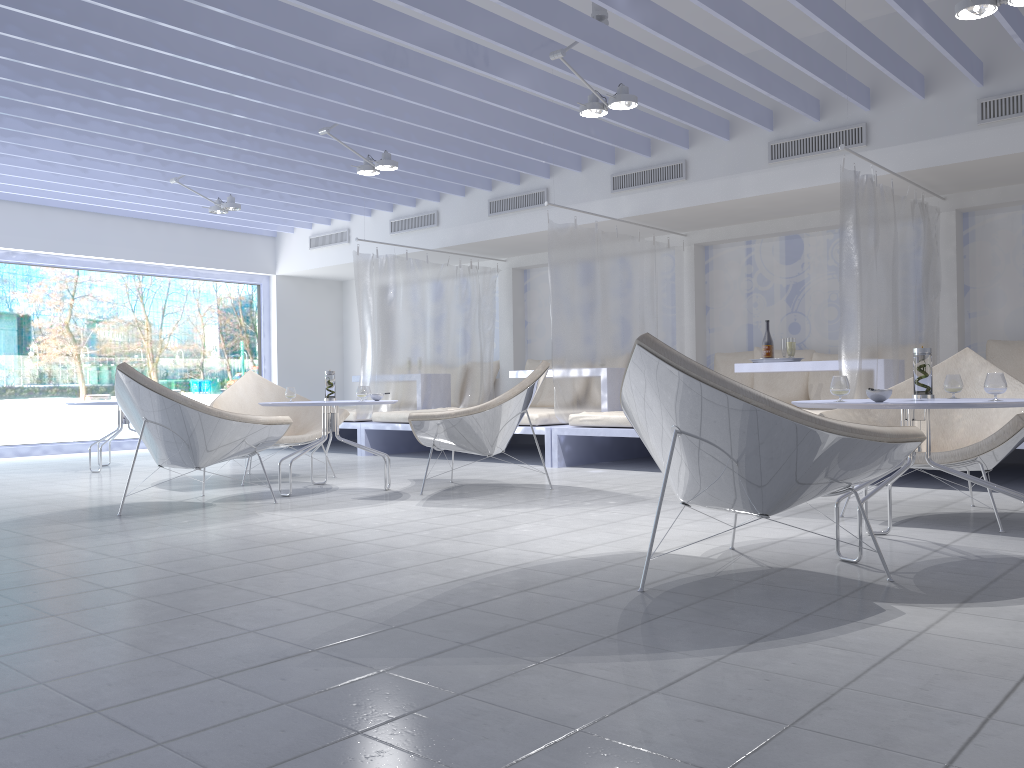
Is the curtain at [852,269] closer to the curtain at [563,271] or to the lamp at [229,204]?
Result: the curtain at [563,271]

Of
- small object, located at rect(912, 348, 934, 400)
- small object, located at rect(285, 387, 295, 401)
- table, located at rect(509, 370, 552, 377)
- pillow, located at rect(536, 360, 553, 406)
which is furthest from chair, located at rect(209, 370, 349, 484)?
small object, located at rect(912, 348, 934, 400)

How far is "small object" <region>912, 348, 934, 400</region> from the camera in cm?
313

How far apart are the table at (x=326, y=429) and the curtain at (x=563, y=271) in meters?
1.9

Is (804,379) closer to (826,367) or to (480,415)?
(826,367)

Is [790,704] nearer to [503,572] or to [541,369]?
[503,572]

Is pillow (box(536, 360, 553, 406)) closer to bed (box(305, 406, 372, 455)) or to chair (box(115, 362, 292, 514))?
bed (box(305, 406, 372, 455))

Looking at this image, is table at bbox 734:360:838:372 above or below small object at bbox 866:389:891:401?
above

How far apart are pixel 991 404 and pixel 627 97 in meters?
3.0 m

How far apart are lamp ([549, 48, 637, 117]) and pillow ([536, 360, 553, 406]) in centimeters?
388cm
